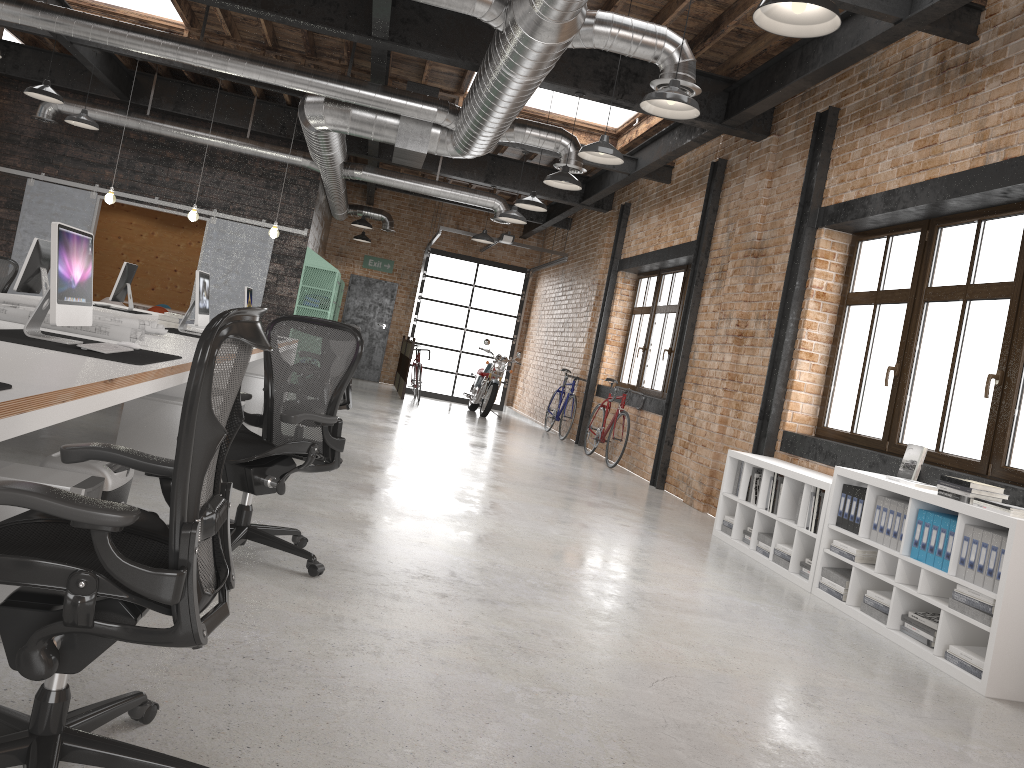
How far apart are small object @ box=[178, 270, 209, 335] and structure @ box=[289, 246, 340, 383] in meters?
6.4 m

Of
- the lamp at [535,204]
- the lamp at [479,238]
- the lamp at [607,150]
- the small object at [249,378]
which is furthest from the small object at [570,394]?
the lamp at [607,150]

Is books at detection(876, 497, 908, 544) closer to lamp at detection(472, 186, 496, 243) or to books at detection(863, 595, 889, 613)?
books at detection(863, 595, 889, 613)

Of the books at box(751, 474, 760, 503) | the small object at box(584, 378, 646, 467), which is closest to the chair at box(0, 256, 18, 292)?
the small object at box(584, 378, 646, 467)

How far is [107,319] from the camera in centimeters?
545cm

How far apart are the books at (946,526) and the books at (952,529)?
0.04m

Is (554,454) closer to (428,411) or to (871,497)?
(428,411)

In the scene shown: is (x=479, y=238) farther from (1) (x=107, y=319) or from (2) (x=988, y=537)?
(2) (x=988, y=537)

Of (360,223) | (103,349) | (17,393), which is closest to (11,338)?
(103,349)

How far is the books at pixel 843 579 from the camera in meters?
5.2 m
